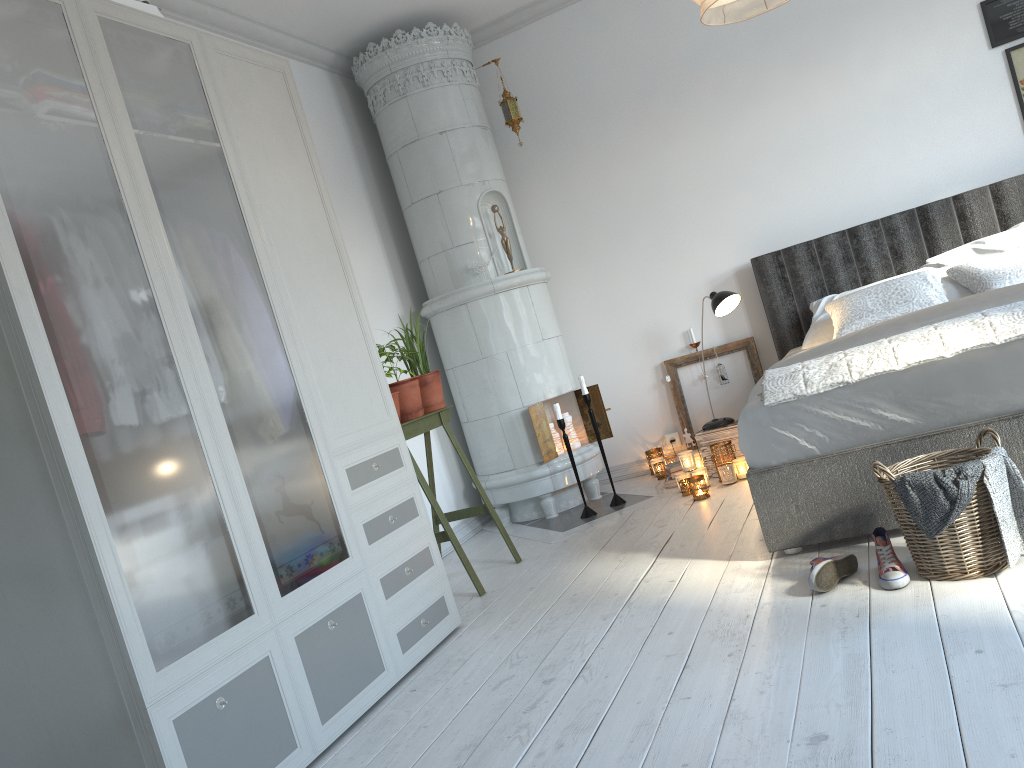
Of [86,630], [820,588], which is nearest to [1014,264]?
[820,588]

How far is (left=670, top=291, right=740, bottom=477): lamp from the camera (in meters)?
4.43

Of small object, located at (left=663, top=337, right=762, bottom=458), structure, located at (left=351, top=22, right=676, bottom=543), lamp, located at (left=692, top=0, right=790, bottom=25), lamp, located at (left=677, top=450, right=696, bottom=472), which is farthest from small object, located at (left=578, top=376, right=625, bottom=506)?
lamp, located at (left=692, top=0, right=790, bottom=25)

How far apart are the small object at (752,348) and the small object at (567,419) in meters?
0.7

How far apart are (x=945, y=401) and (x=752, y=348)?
2.3 meters

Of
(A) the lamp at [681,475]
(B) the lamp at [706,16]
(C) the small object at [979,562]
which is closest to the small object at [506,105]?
(A) the lamp at [681,475]

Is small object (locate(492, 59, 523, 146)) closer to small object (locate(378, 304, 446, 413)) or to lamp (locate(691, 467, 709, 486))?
small object (locate(378, 304, 446, 413))

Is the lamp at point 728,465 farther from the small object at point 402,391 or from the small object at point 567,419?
the small object at point 402,391

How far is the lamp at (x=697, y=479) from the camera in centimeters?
421cm

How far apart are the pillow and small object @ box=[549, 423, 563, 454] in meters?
1.6
